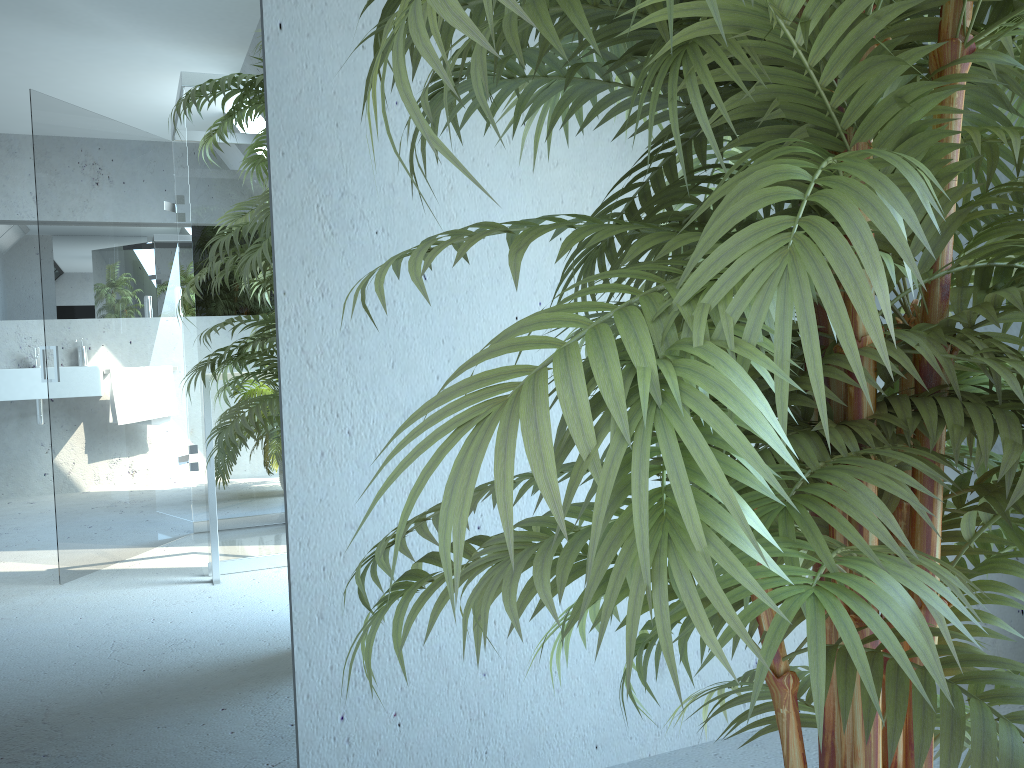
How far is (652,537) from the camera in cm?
50

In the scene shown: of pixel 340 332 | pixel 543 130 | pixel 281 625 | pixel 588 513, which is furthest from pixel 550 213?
pixel 588 513

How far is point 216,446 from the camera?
1.63m

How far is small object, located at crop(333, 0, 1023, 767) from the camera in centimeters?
50cm

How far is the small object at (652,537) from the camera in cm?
50
